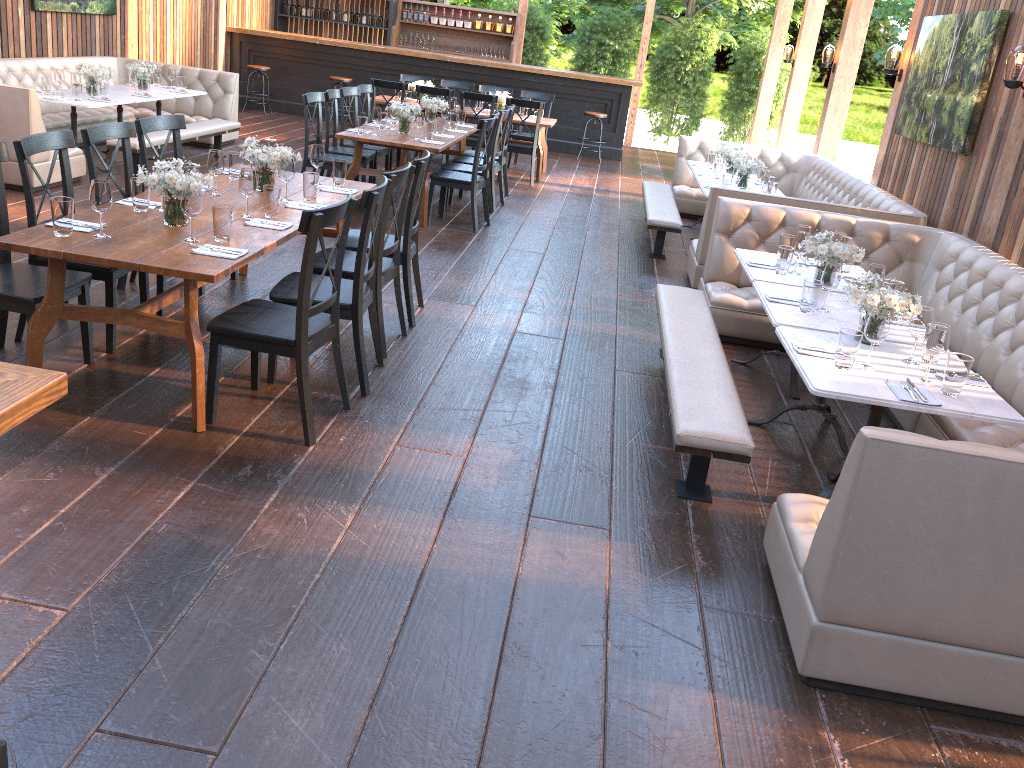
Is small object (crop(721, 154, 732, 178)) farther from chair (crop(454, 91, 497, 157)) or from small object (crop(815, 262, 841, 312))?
small object (crop(815, 262, 841, 312))

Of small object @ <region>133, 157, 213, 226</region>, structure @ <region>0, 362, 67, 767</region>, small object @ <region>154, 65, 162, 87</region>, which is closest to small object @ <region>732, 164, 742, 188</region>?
small object @ <region>133, 157, 213, 226</region>

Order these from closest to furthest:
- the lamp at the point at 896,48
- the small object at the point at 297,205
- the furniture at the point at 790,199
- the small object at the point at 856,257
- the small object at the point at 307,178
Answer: the small object at the point at 856,257 → the small object at the point at 297,205 → the small object at the point at 307,178 → the furniture at the point at 790,199 → the lamp at the point at 896,48

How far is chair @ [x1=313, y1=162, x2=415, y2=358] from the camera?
4.7m

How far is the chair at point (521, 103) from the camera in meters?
10.5 m

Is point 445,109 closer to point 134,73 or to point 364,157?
point 364,157

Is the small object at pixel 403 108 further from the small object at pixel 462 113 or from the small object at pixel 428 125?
the small object at pixel 462 113

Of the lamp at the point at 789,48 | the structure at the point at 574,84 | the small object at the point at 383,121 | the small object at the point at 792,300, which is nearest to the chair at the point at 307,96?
the small object at the point at 383,121

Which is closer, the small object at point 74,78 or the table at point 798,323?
the table at point 798,323

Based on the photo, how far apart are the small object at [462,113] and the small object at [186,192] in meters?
6.2
